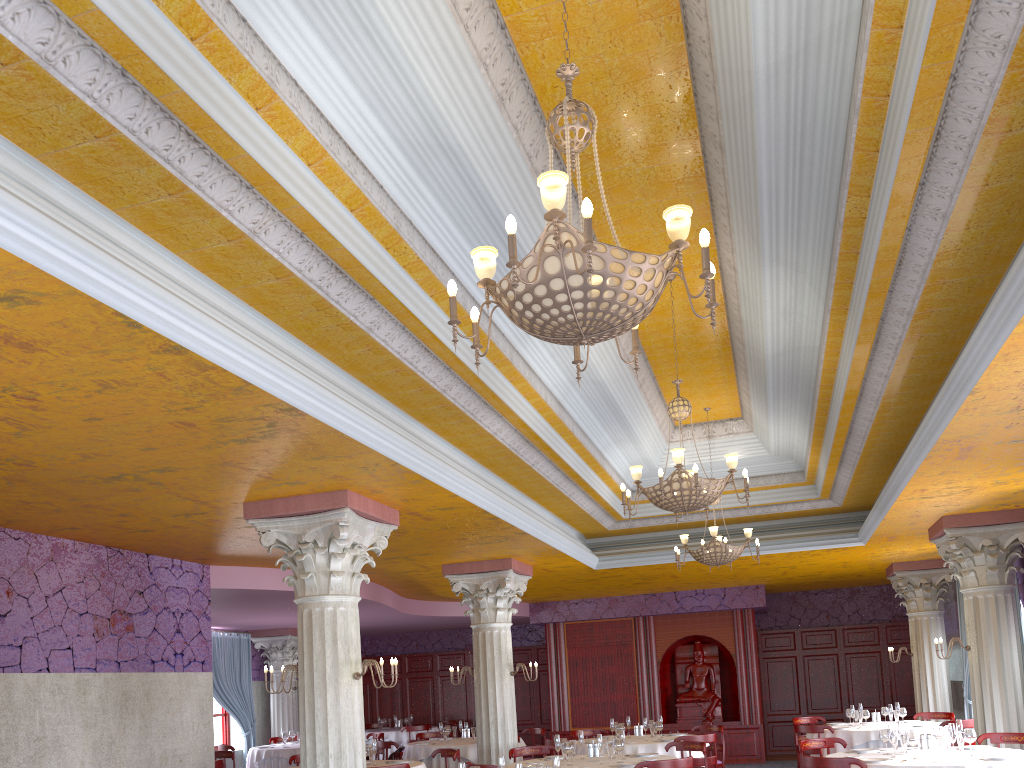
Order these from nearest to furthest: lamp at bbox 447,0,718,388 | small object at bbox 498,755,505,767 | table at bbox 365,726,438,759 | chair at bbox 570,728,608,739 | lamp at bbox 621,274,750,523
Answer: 1. lamp at bbox 447,0,718,388
2. small object at bbox 498,755,505,767
3. lamp at bbox 621,274,750,523
4. chair at bbox 570,728,608,739
5. table at bbox 365,726,438,759

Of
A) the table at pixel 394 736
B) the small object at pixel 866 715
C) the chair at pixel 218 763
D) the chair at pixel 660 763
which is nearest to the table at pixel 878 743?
the small object at pixel 866 715

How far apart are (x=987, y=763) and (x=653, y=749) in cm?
472

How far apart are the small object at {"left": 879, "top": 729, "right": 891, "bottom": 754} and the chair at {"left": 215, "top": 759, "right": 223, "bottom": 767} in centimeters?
788cm

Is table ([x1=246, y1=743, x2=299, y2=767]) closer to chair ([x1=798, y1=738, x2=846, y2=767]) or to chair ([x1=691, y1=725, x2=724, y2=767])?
chair ([x1=691, y1=725, x2=724, y2=767])

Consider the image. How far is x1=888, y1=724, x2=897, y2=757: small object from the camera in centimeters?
807cm

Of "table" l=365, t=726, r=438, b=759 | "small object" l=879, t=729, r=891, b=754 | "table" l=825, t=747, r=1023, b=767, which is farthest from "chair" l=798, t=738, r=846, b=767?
"table" l=365, t=726, r=438, b=759

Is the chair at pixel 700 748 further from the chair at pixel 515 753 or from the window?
the window

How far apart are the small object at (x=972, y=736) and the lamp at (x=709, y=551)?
3.1 meters

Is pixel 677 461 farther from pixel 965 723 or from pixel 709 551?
pixel 965 723
